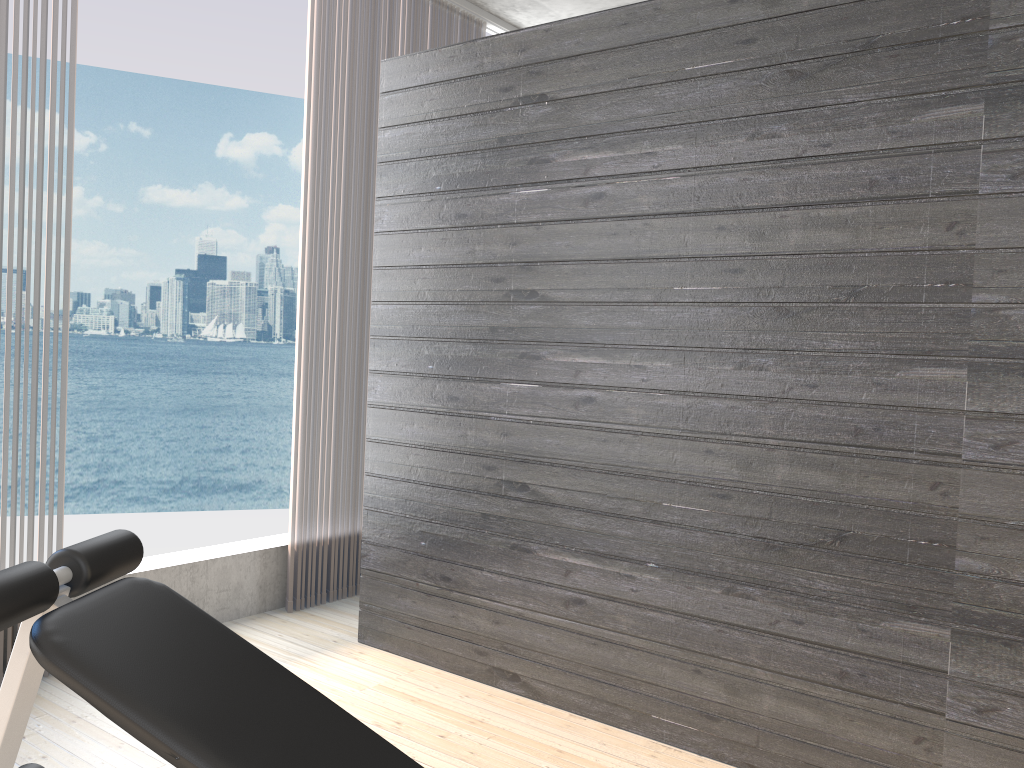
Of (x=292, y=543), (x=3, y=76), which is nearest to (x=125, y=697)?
(x=3, y=76)

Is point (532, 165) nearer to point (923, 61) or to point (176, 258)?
point (923, 61)

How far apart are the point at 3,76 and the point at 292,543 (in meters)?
1.94

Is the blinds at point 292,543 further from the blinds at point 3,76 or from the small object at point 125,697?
the small object at point 125,697

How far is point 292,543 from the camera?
3.6 meters

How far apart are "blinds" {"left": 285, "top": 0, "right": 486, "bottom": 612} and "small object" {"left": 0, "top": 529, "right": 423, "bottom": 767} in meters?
2.0

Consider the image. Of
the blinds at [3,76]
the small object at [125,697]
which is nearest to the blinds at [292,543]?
the blinds at [3,76]

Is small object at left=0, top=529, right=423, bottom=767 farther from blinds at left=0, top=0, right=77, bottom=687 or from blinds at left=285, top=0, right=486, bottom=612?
blinds at left=285, top=0, right=486, bottom=612

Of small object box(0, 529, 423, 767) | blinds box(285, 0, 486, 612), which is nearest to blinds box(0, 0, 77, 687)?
blinds box(285, 0, 486, 612)

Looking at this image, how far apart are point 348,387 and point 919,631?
2.44m
